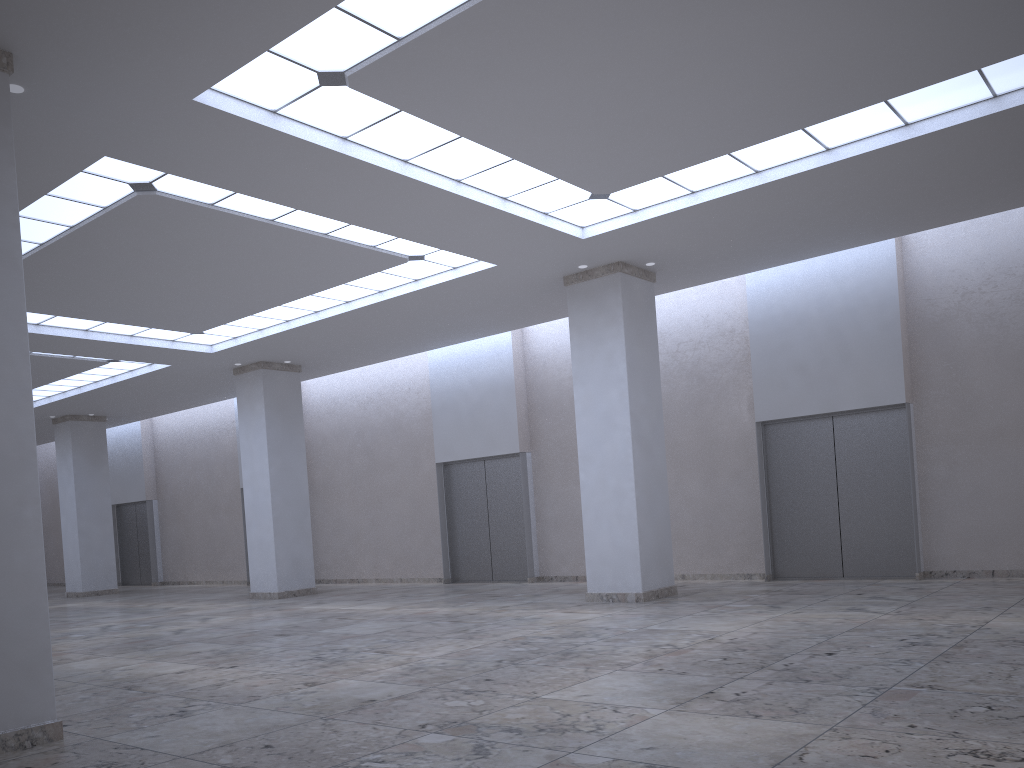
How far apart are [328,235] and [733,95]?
19.17m
